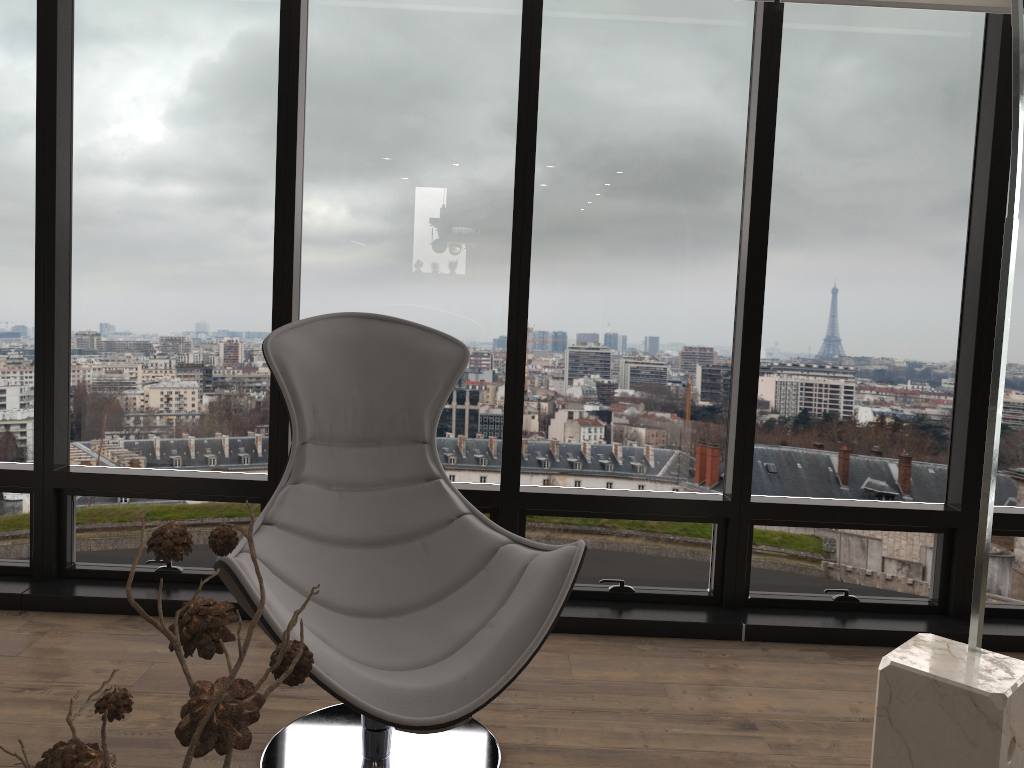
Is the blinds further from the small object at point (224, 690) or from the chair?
the small object at point (224, 690)

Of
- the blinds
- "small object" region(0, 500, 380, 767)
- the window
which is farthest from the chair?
the blinds

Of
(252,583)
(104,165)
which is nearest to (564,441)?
(252,583)

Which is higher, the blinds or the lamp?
the blinds

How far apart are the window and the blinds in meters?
0.1

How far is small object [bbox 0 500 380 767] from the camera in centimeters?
54cm

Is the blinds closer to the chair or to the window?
the window

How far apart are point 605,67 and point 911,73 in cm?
111

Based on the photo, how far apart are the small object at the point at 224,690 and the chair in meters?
1.0

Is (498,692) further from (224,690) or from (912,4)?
(912,4)
